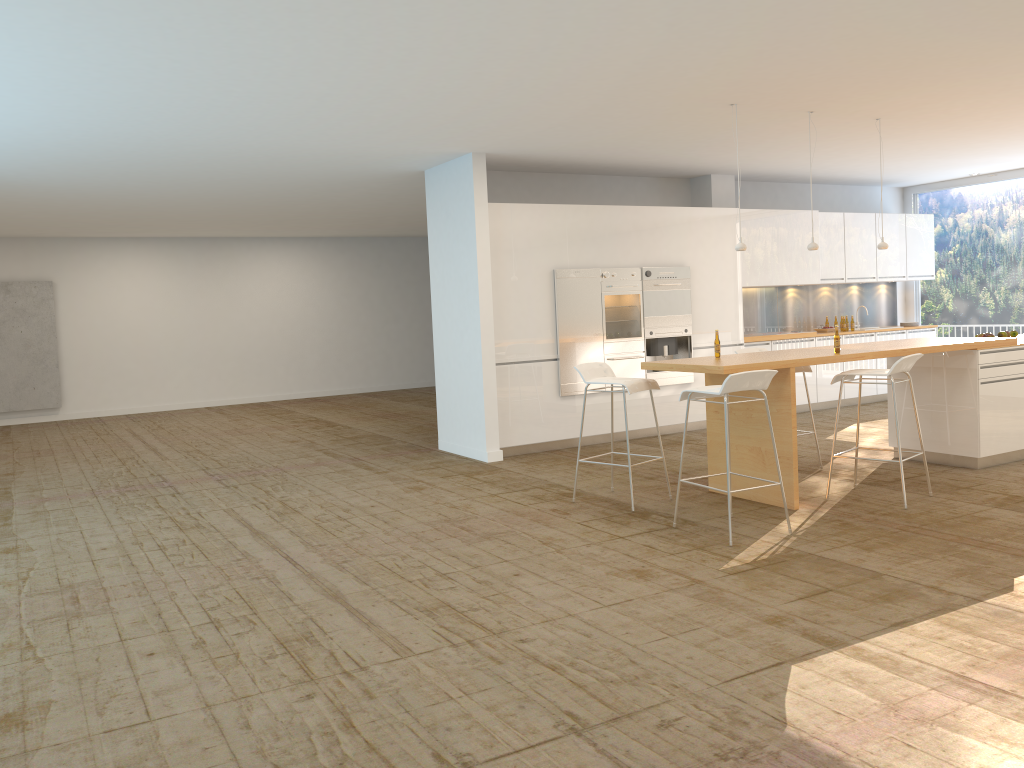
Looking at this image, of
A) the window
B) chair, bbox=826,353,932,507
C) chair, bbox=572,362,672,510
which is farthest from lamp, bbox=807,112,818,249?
the window

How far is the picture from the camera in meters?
14.1 m

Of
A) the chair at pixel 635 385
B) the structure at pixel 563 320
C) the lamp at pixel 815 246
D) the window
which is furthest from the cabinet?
the lamp at pixel 815 246

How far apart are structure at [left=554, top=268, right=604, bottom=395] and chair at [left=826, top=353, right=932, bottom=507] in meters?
3.2

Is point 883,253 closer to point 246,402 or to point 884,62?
point 884,62

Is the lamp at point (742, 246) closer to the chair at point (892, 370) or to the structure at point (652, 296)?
the chair at point (892, 370)

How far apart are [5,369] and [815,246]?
12.6m

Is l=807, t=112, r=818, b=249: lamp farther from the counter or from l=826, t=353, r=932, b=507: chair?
l=826, t=353, r=932, b=507: chair

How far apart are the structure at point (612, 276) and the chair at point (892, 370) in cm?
315

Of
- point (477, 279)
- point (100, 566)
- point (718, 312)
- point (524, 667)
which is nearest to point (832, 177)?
point (718, 312)
